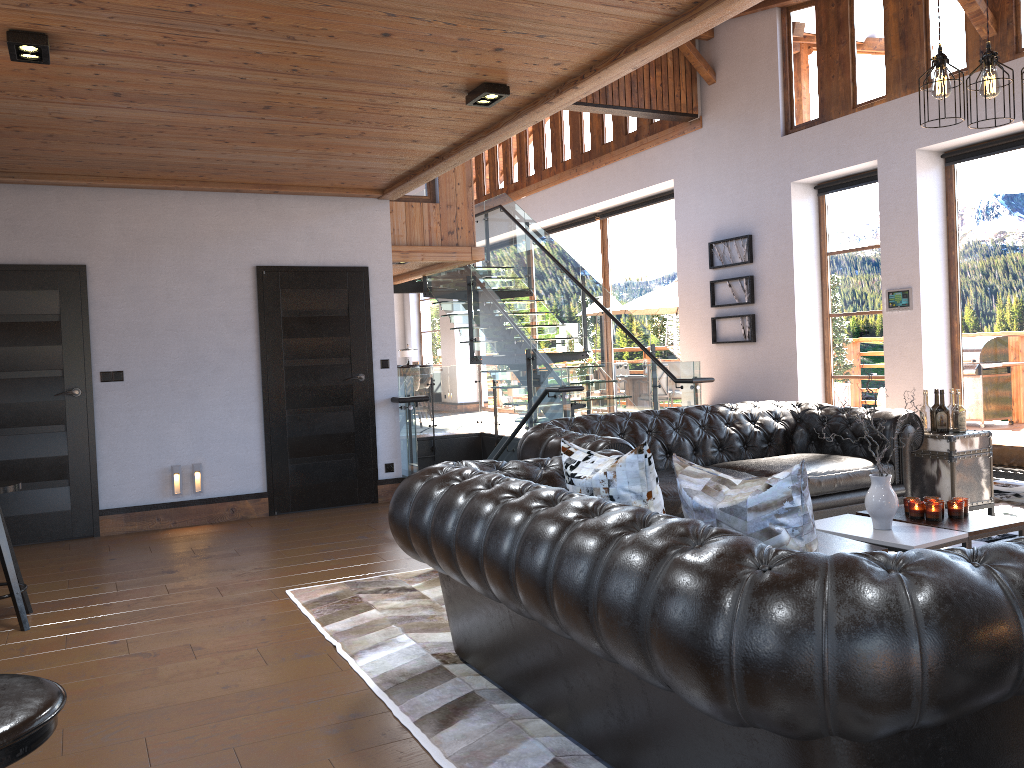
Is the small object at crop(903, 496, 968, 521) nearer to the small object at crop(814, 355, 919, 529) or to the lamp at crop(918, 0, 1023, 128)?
the small object at crop(814, 355, 919, 529)

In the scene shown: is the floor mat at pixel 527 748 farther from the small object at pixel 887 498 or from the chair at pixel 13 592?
the small object at pixel 887 498

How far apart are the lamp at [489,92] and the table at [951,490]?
3.48m

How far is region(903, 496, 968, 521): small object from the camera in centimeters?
423cm

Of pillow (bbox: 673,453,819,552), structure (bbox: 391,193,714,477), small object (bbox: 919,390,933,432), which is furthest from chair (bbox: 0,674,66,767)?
structure (bbox: 391,193,714,477)

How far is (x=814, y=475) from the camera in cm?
524

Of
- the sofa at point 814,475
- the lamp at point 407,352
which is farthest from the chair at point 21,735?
the lamp at point 407,352

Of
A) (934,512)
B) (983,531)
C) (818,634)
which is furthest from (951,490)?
(818,634)

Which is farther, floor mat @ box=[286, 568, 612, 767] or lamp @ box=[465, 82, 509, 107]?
lamp @ box=[465, 82, 509, 107]

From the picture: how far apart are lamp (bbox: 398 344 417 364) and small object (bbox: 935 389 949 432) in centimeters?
1637cm
